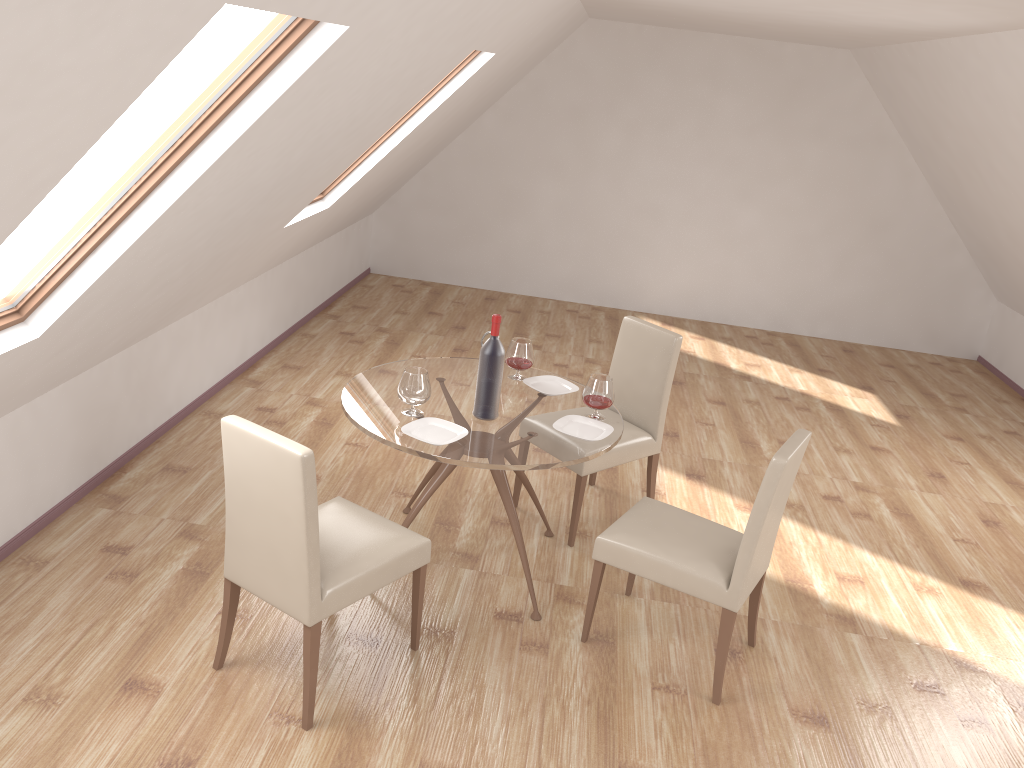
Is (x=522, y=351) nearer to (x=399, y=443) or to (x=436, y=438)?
(x=436, y=438)

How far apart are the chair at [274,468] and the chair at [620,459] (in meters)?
1.10

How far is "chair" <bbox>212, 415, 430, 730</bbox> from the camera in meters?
2.7 m

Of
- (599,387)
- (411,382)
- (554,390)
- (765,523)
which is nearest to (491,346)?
(411,382)

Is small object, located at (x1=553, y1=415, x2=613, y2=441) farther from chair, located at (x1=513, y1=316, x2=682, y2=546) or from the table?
chair, located at (x1=513, y1=316, x2=682, y2=546)

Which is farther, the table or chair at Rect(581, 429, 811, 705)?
the table

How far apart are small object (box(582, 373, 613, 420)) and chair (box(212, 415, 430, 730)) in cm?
94

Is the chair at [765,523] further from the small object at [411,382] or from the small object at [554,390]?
the small object at [411,382]

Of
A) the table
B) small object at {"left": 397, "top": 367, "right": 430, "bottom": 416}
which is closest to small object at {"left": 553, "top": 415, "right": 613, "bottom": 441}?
the table

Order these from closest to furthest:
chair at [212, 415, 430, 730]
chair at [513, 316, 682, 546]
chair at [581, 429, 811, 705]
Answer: chair at [212, 415, 430, 730], chair at [581, 429, 811, 705], chair at [513, 316, 682, 546]
